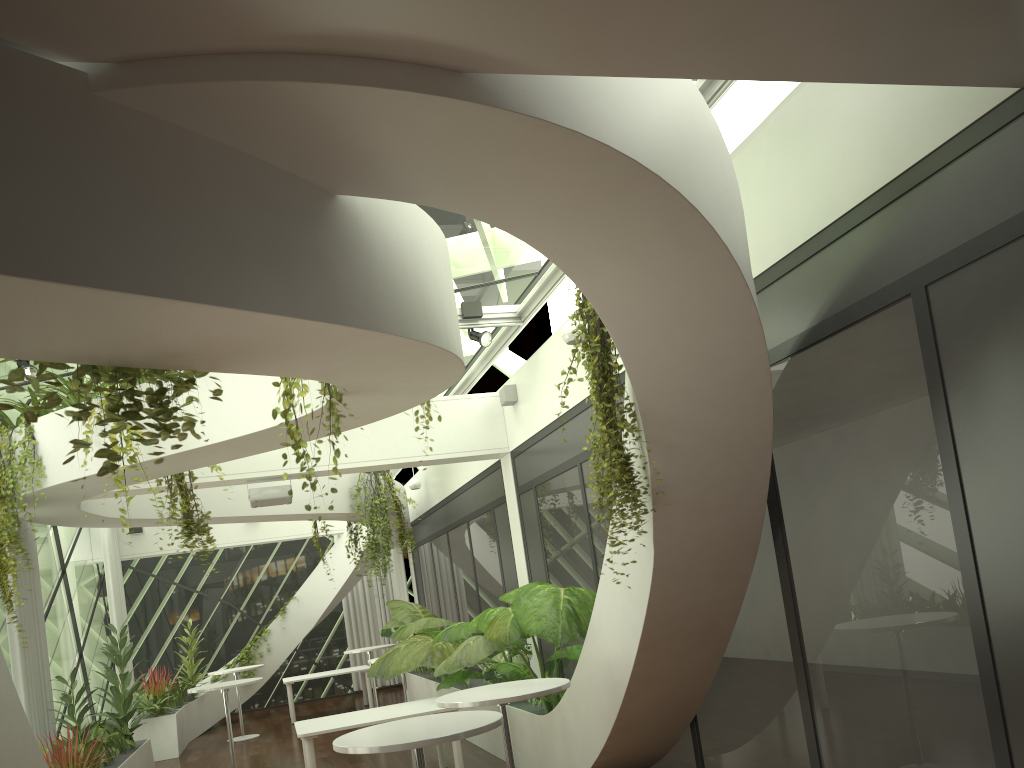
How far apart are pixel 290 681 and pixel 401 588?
3.3 meters

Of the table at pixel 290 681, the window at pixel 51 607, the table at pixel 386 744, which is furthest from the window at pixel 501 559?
the table at pixel 386 744

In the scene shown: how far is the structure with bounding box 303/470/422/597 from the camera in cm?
1242

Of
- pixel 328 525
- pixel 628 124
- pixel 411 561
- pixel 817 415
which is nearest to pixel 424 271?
pixel 628 124

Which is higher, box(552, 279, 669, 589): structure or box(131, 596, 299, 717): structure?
box(552, 279, 669, 589): structure

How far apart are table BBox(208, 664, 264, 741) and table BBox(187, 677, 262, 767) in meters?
3.2 m

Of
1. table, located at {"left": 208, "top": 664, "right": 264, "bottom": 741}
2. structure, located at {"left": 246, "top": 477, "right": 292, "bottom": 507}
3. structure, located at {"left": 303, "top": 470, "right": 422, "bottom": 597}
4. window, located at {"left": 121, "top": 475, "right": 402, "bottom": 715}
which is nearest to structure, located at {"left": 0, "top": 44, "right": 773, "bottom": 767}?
structure, located at {"left": 303, "top": 470, "right": 422, "bottom": 597}

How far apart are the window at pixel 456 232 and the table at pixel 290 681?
5.2m

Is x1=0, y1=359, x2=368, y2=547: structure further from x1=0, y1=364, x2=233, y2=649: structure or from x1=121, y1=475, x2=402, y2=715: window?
x1=121, y1=475, x2=402, y2=715: window

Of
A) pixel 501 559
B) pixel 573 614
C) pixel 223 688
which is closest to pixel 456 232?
pixel 573 614
